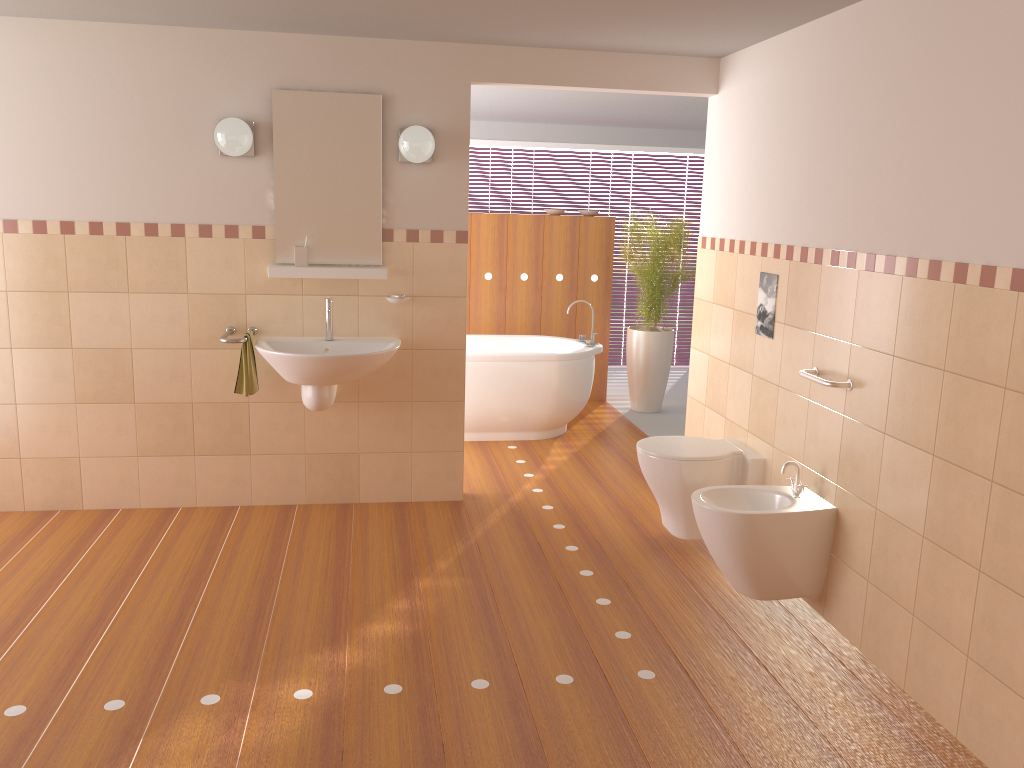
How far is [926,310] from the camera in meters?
2.8

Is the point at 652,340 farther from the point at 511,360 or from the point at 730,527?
the point at 730,527

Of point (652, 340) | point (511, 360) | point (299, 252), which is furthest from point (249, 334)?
point (652, 340)

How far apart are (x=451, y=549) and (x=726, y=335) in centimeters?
168cm

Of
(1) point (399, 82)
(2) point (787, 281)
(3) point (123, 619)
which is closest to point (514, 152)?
(1) point (399, 82)

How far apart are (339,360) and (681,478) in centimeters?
158cm

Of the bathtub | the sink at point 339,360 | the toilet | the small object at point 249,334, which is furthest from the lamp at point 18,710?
the bathtub

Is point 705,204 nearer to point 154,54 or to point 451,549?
point 451,549

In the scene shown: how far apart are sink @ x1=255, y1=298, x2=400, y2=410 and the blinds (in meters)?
4.57

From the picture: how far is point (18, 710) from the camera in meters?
2.6 m
